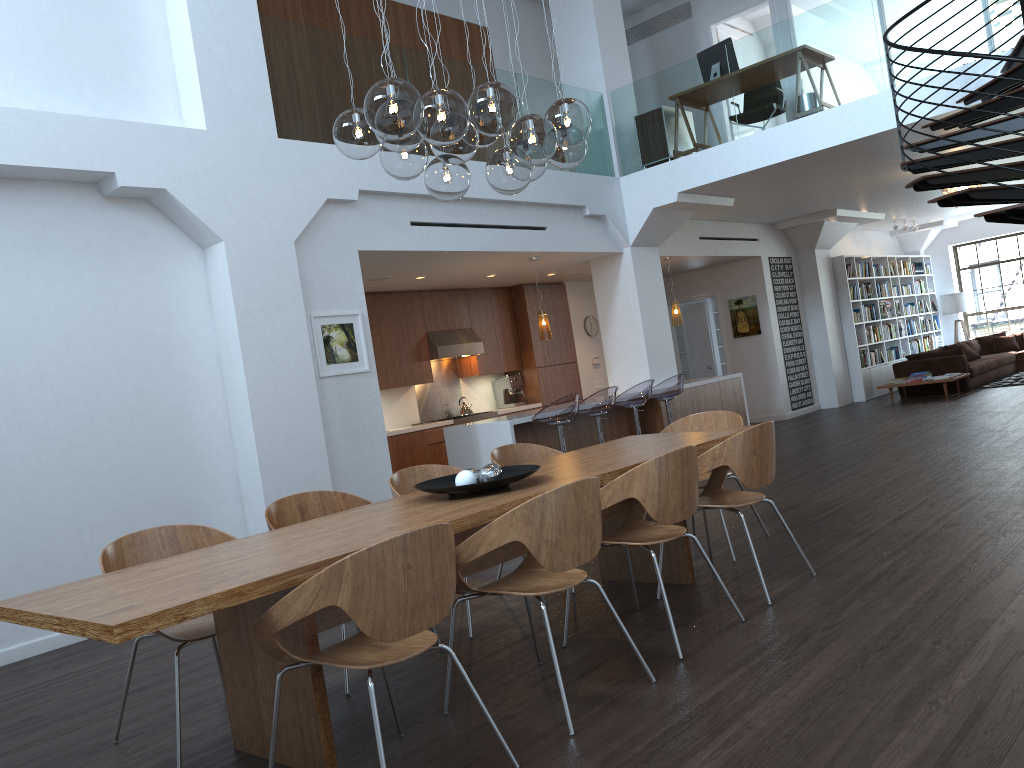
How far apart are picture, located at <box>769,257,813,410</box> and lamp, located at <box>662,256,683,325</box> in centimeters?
282cm

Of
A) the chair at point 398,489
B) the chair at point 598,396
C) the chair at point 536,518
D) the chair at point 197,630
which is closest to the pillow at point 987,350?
the chair at point 598,396

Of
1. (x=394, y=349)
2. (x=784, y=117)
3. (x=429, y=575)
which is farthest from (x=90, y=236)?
(x=784, y=117)

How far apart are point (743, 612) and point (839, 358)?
11.2m

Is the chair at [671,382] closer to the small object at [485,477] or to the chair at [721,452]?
the chair at [721,452]

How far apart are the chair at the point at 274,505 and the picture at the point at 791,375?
10.43m

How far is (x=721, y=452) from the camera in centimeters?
425cm

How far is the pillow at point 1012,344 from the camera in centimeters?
1615cm

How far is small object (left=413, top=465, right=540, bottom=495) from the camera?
3.8 meters

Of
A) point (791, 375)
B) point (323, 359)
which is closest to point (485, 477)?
point (323, 359)
